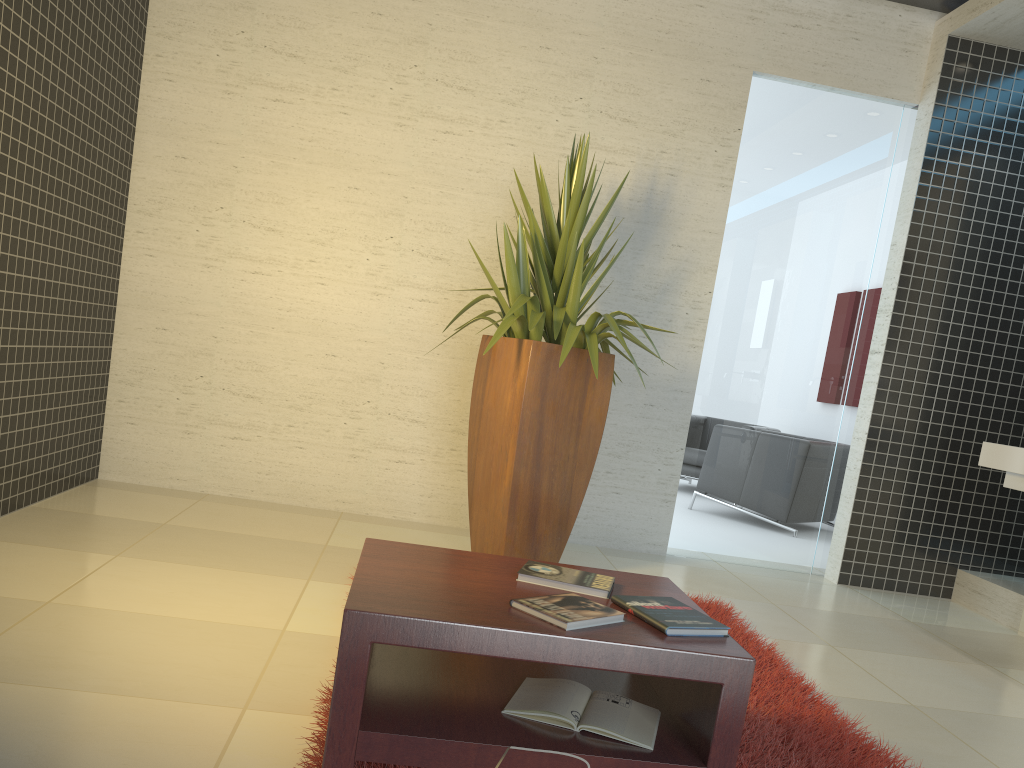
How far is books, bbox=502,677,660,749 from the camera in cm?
187

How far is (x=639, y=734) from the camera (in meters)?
1.87

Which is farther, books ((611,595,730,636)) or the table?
books ((611,595,730,636))

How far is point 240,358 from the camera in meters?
4.9

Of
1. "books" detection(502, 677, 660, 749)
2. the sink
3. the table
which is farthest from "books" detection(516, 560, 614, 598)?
the sink

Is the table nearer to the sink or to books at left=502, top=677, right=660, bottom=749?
books at left=502, top=677, right=660, bottom=749

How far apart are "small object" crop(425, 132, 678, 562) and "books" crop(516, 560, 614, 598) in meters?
1.5 m

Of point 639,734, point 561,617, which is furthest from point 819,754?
point 561,617

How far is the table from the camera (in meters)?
1.70

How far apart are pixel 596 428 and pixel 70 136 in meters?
2.7
